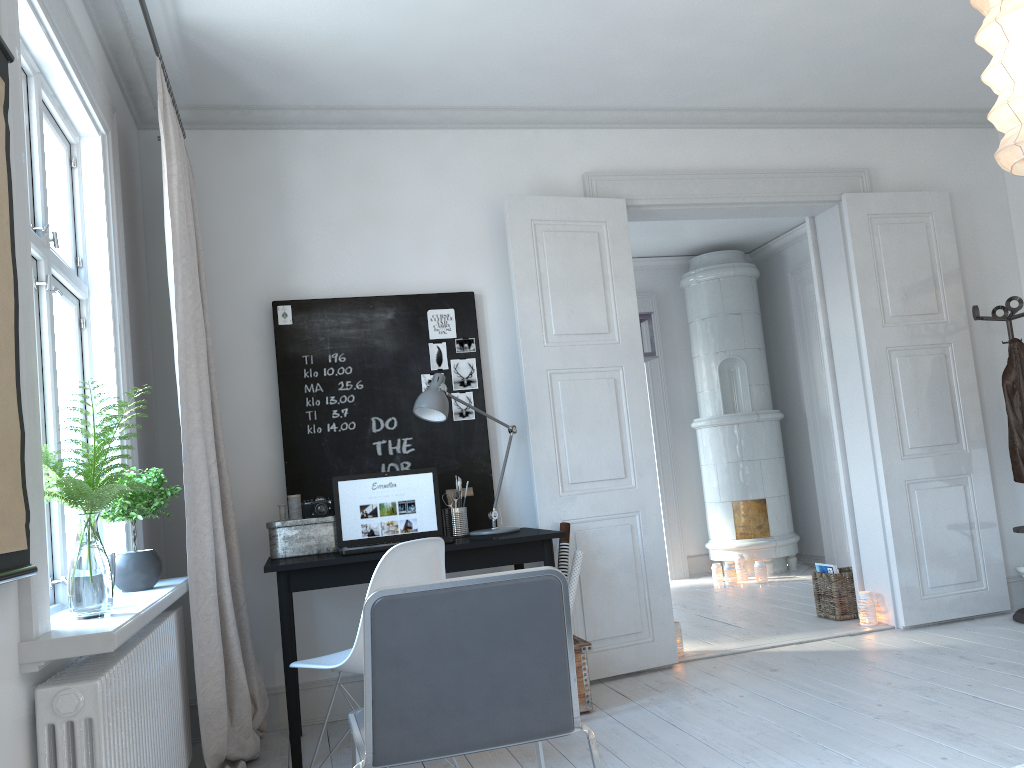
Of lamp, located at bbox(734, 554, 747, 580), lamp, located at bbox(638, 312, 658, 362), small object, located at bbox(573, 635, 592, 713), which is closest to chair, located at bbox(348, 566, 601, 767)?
small object, located at bbox(573, 635, 592, 713)

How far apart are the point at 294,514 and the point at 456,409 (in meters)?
0.91

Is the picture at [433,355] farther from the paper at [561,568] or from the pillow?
the pillow

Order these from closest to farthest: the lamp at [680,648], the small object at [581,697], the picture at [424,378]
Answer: the small object at [581,697], the picture at [424,378], the lamp at [680,648]

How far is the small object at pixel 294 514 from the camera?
3.8 meters

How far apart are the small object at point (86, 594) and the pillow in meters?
4.6

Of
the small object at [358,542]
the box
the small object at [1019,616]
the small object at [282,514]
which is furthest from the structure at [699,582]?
the small object at [282,514]

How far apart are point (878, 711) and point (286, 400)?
2.74m

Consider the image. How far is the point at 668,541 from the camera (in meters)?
7.59

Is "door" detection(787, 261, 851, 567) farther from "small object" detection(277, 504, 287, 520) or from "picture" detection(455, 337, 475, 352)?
"small object" detection(277, 504, 287, 520)
